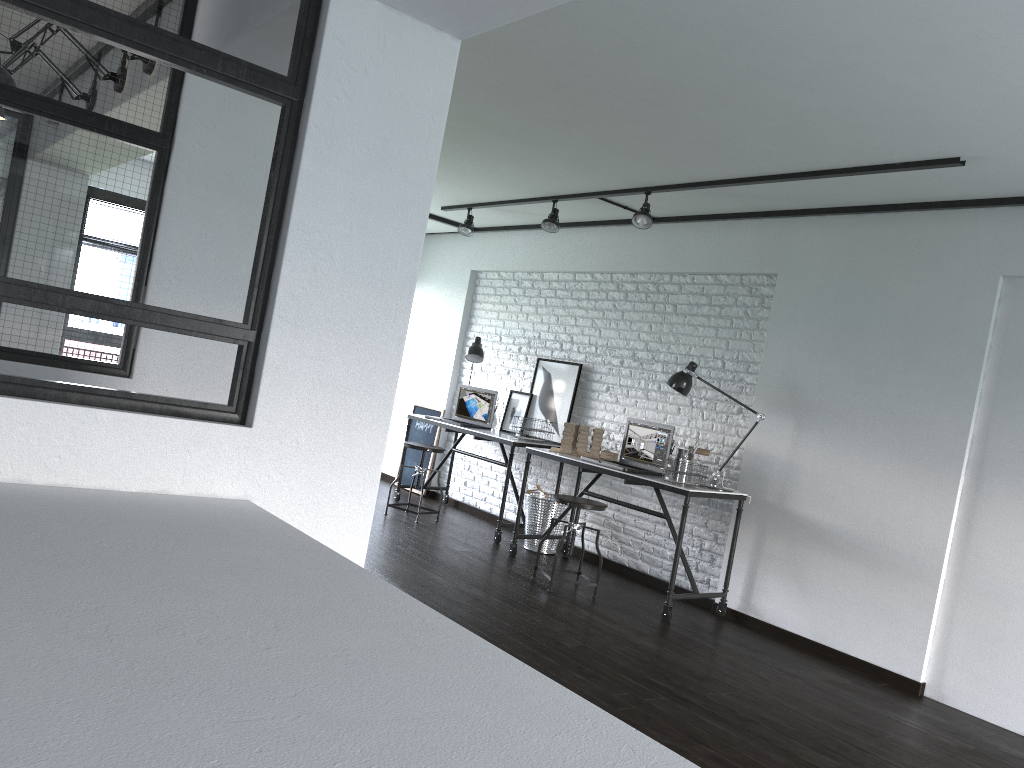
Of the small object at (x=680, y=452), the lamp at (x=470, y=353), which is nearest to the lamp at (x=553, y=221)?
the lamp at (x=470, y=353)

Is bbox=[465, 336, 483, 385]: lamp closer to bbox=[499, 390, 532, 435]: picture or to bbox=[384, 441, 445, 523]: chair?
bbox=[499, 390, 532, 435]: picture

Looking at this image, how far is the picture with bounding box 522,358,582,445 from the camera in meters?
6.5 m

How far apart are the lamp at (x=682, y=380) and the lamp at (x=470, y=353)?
2.1 meters

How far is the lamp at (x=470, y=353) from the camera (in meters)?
6.96

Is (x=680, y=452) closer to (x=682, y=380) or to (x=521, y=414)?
(x=682, y=380)

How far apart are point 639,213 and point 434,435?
3.3 meters

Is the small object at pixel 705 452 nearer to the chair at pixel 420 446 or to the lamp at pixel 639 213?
the lamp at pixel 639 213

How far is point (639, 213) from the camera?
5.24m

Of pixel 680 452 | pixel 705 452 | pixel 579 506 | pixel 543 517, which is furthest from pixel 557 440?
pixel 579 506
